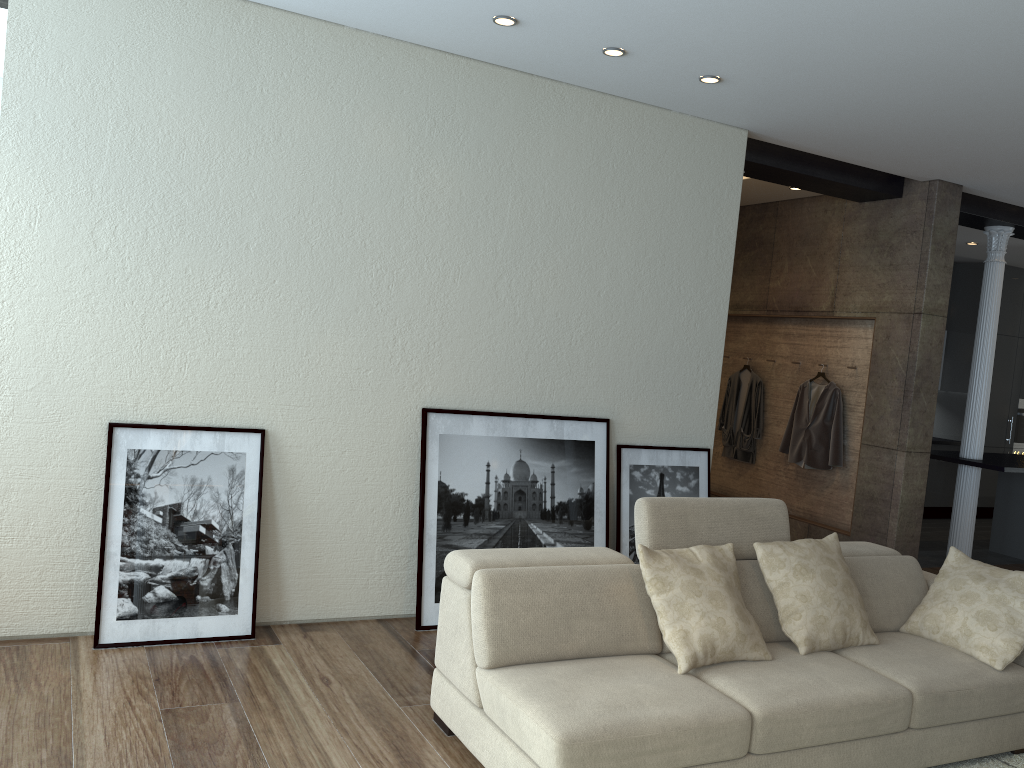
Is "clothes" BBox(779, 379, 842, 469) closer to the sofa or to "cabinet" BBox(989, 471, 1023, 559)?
"cabinet" BBox(989, 471, 1023, 559)

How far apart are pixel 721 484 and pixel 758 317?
1.6m

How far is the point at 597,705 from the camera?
2.9 meters

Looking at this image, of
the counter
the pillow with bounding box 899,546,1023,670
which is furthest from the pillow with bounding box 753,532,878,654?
the counter

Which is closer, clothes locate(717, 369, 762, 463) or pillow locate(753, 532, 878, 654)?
pillow locate(753, 532, 878, 654)

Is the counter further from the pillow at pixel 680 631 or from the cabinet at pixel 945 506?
the pillow at pixel 680 631

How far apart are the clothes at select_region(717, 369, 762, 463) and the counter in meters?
1.4

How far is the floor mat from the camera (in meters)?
3.58

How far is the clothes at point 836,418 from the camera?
7.0 meters

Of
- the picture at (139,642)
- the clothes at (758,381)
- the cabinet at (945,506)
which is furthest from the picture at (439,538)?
the cabinet at (945,506)
